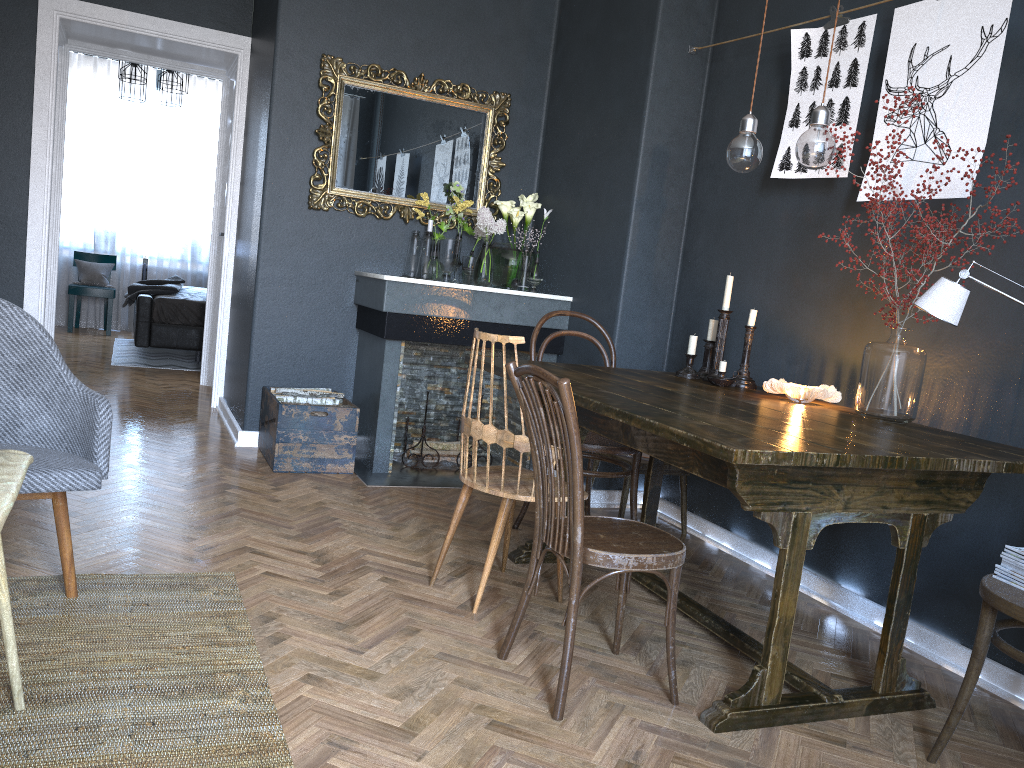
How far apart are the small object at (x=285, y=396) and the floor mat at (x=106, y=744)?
1.6 meters

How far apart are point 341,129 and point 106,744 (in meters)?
3.47

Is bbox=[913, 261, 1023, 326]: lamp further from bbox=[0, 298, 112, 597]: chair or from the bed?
the bed

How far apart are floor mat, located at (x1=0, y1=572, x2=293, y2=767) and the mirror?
2.4m

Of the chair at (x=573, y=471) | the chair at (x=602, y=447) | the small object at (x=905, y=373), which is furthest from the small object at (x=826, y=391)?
the chair at (x=573, y=471)

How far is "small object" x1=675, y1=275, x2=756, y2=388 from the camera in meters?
3.2

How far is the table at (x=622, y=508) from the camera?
3.79m

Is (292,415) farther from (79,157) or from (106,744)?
(79,157)

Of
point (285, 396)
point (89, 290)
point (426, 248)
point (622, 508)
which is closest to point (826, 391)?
point (622, 508)

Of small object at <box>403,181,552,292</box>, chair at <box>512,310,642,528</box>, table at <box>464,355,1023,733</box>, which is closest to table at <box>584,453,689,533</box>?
chair at <box>512,310,642,528</box>
